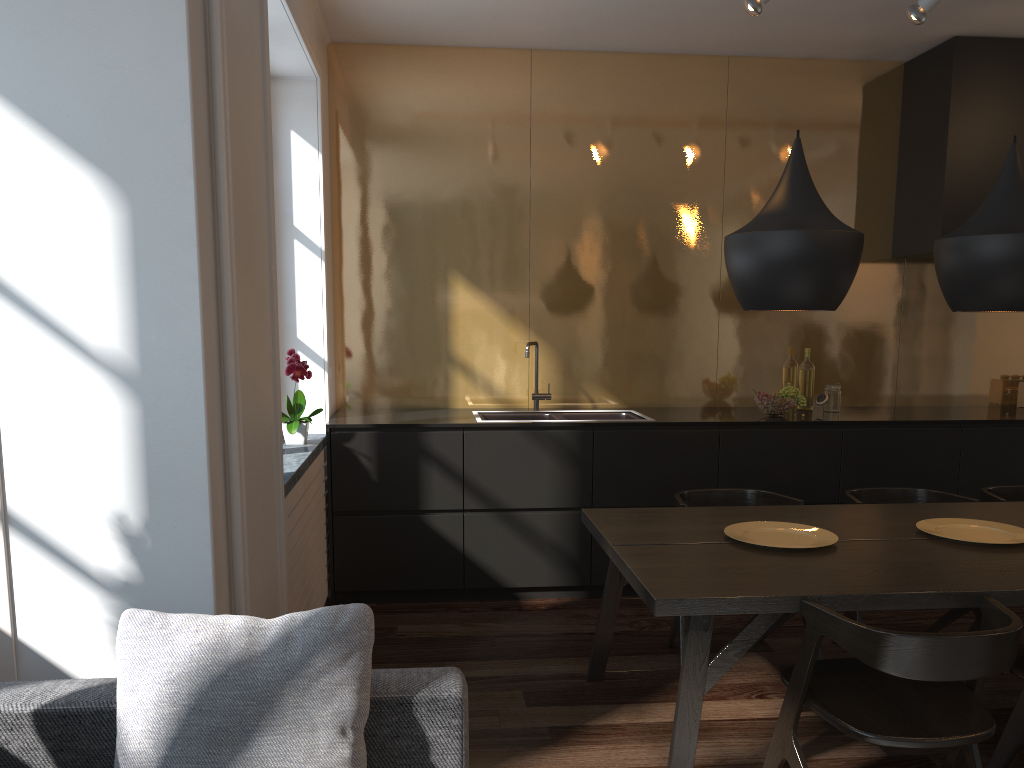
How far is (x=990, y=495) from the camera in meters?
3.6

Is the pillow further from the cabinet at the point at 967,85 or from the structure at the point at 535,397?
the cabinet at the point at 967,85

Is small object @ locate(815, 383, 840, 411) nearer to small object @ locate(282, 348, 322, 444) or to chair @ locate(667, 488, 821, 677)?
chair @ locate(667, 488, 821, 677)

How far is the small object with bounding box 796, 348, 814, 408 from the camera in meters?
4.9 m

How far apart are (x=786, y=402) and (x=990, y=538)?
1.7 meters

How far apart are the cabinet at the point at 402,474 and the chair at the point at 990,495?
0.6 meters

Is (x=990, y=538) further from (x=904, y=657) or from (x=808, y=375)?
(x=808, y=375)

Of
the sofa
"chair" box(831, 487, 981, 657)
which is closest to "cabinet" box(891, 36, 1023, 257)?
"chair" box(831, 487, 981, 657)

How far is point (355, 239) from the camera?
4.8m

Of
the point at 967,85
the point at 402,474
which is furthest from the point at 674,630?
the point at 967,85
